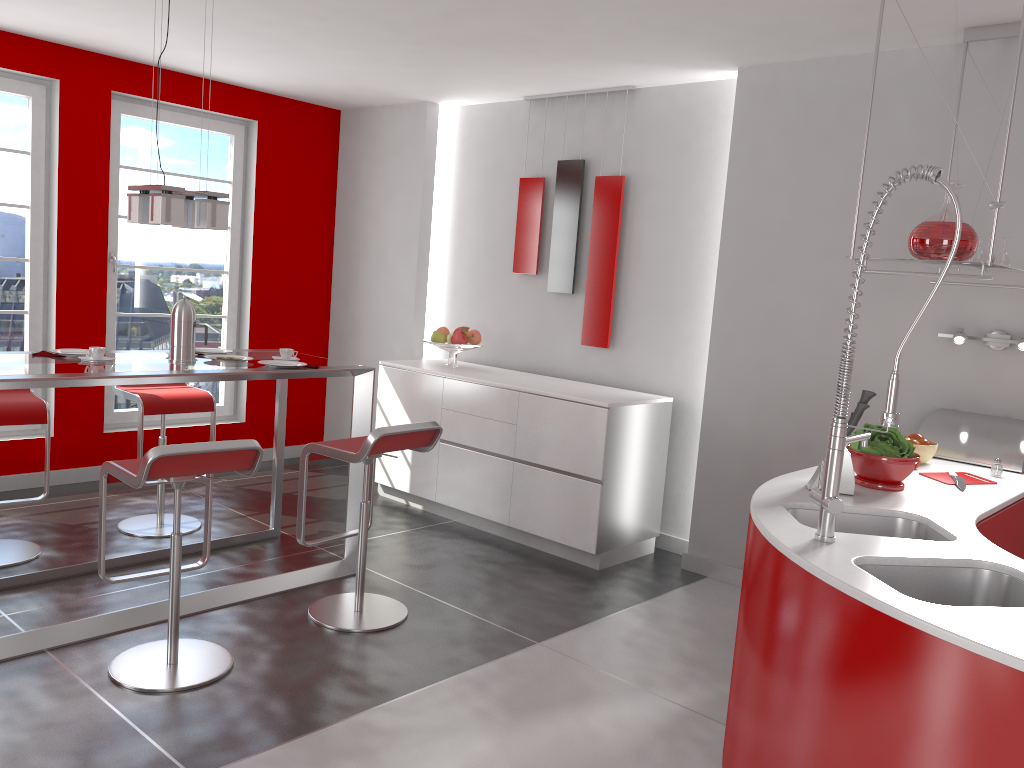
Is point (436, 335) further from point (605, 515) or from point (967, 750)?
point (967, 750)

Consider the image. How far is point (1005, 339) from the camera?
3.63m

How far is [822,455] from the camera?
4.2m

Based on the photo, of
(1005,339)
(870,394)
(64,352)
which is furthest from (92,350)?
(1005,339)

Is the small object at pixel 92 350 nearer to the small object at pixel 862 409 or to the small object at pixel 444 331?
the small object at pixel 444 331

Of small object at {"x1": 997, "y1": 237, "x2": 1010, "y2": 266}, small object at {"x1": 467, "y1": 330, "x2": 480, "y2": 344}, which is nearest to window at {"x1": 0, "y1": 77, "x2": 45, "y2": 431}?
small object at {"x1": 467, "y1": 330, "x2": 480, "y2": 344}

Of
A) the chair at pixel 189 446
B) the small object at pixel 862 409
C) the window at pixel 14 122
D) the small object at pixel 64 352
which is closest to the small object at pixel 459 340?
the small object at pixel 64 352

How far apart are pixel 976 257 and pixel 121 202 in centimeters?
484cm

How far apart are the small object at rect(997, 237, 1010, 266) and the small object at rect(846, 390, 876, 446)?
1.12m

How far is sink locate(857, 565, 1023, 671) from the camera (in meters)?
2.11
